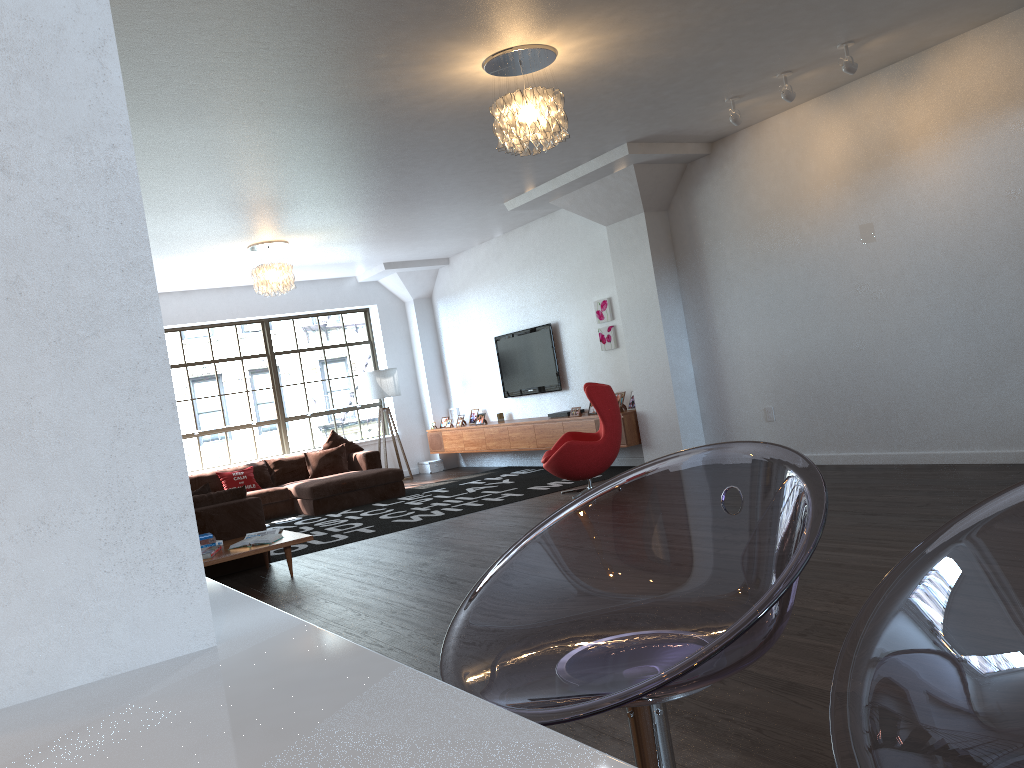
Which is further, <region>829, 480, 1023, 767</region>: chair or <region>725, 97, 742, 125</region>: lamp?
<region>725, 97, 742, 125</region>: lamp

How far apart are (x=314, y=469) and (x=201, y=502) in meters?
3.9

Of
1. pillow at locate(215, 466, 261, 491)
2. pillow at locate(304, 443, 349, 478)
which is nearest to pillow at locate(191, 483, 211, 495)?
pillow at locate(215, 466, 261, 491)

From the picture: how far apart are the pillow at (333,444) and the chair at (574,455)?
3.81m

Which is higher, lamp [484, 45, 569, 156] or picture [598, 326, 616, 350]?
lamp [484, 45, 569, 156]

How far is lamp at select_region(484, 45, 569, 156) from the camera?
5.0m

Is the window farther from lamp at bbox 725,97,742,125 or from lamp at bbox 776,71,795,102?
lamp at bbox 776,71,795,102

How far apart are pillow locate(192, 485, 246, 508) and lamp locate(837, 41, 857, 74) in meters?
5.5 m

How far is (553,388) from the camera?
10.68m

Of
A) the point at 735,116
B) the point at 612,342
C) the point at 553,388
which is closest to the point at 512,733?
the point at 735,116
